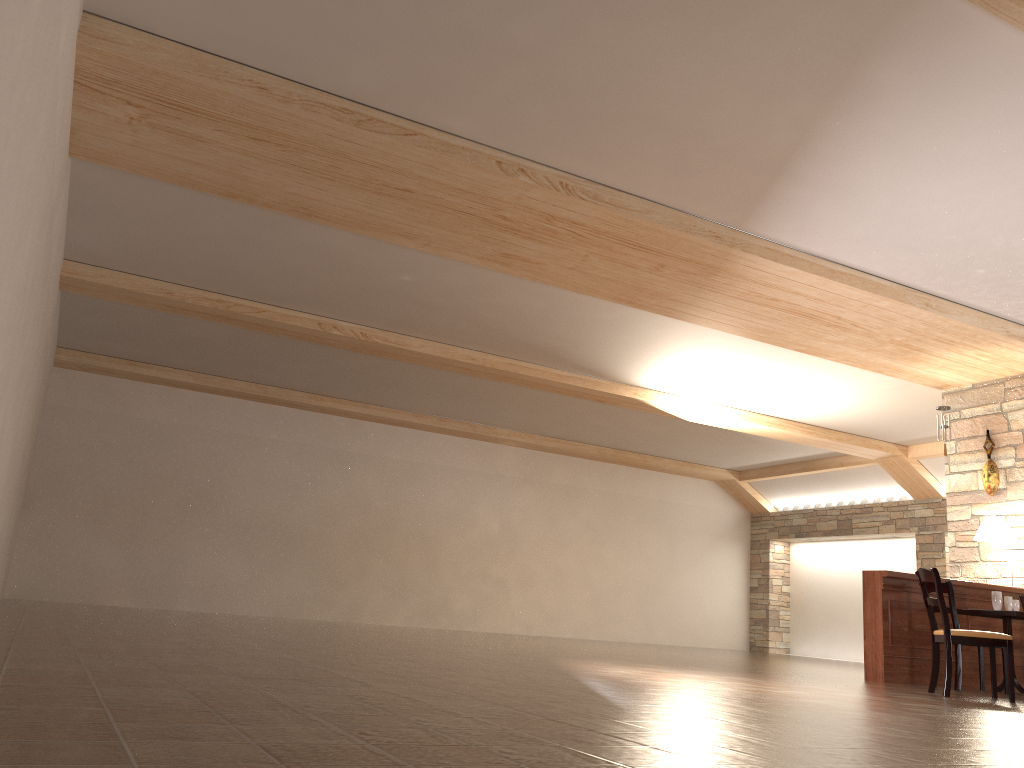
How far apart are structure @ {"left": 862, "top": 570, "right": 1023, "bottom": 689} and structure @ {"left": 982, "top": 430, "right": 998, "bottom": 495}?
1.08m

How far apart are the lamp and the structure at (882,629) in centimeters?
46cm

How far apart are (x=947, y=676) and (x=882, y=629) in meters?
1.5 m

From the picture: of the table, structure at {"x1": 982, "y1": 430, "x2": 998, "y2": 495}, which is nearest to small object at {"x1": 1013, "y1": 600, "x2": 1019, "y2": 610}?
the table

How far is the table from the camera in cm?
716

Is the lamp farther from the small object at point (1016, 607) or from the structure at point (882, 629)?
the small object at point (1016, 607)

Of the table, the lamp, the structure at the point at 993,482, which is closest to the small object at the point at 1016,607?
the table

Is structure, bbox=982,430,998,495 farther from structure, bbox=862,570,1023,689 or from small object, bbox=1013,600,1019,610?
small object, bbox=1013,600,1019,610

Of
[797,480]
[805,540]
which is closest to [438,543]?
[797,480]

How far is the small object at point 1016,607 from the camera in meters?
7.5
